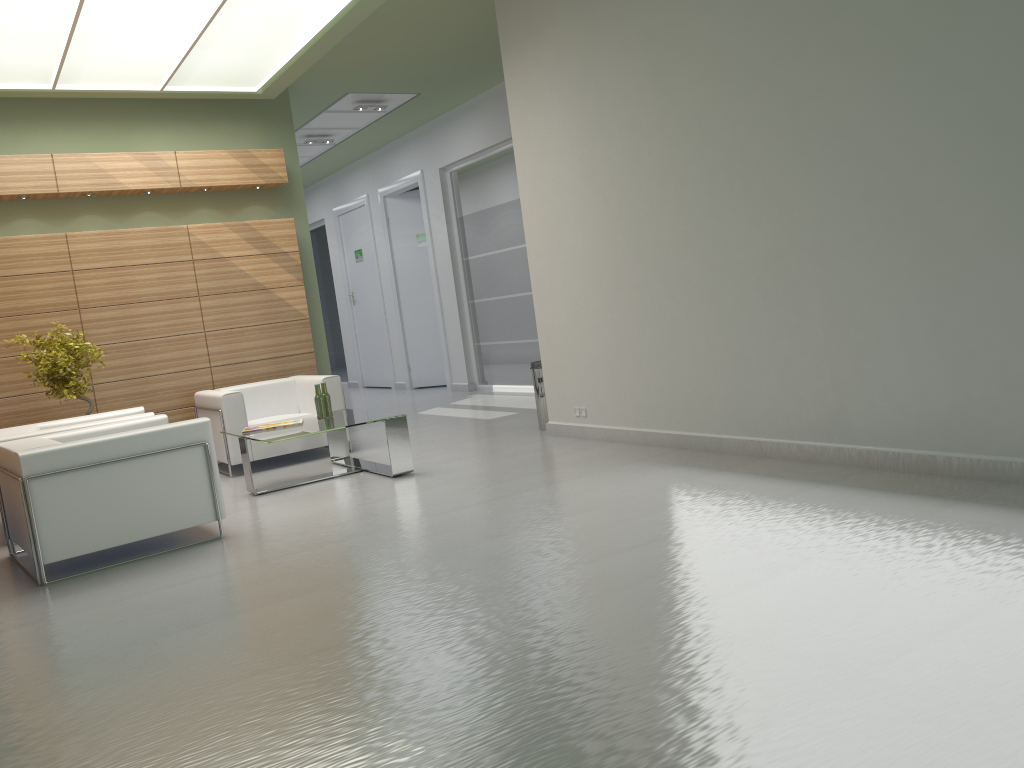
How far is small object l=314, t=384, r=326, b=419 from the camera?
11.72m

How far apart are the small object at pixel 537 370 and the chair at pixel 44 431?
5.45m

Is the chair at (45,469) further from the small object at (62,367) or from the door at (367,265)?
the door at (367,265)

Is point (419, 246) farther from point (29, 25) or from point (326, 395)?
point (29, 25)

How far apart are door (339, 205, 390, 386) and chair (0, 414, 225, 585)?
14.89m

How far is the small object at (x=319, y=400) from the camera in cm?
1172

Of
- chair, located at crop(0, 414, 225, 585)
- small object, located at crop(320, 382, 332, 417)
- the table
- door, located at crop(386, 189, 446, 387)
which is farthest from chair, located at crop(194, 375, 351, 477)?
door, located at crop(386, 189, 446, 387)

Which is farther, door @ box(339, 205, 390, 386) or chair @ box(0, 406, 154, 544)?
door @ box(339, 205, 390, 386)

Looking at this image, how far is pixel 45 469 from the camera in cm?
804

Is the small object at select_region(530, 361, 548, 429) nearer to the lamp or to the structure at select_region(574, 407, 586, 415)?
the structure at select_region(574, 407, 586, 415)
